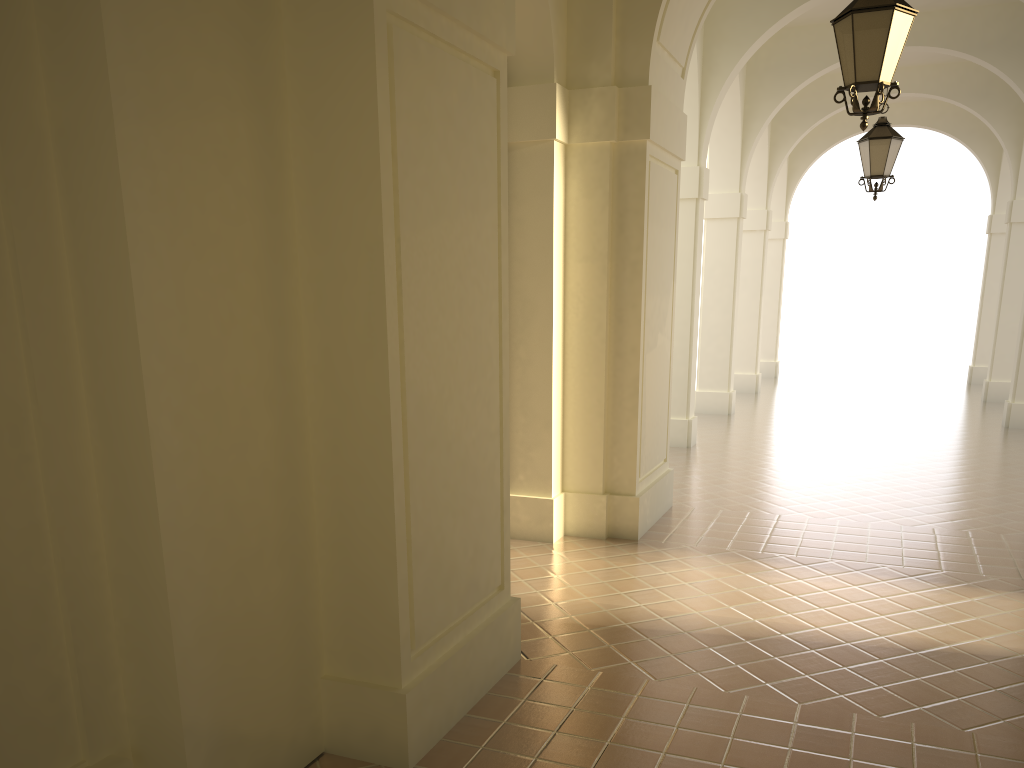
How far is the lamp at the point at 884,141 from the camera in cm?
1016

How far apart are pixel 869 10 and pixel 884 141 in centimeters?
509cm

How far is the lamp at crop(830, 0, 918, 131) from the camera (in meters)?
5.53

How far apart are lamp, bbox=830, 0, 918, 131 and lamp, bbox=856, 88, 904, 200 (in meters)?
4.73

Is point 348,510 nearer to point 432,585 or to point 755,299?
point 432,585

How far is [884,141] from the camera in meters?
10.2

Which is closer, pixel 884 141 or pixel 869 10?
pixel 869 10

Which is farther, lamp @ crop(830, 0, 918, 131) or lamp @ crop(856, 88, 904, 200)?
lamp @ crop(856, 88, 904, 200)

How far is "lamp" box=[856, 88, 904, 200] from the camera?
10.2m
